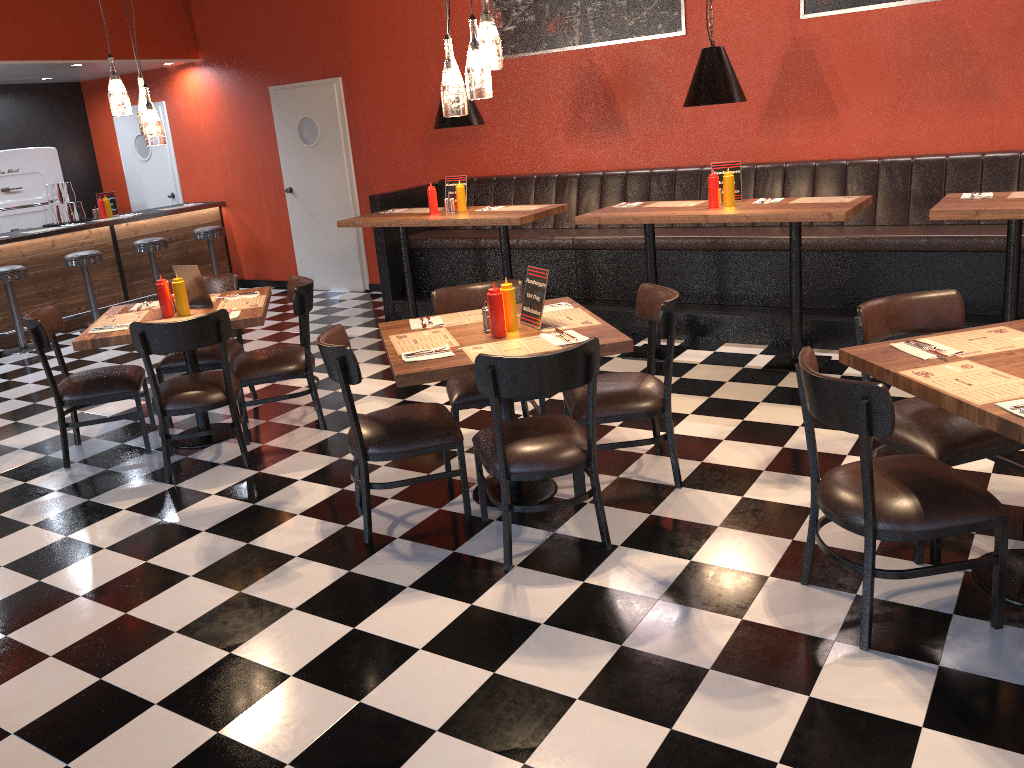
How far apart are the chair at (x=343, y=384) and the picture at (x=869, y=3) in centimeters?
425cm

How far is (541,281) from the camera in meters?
3.9 m

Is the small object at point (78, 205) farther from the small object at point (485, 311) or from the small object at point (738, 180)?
the small object at point (485, 311)

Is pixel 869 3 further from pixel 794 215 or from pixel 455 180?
pixel 455 180

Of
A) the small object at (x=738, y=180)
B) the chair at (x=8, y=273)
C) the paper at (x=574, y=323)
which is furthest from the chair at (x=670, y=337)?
the chair at (x=8, y=273)

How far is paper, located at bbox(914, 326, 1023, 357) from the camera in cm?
303

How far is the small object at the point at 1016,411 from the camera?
2.5 meters

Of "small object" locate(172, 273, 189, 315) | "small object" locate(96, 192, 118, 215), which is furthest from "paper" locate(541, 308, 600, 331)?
"small object" locate(96, 192, 118, 215)

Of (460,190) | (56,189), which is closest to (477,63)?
(460,190)

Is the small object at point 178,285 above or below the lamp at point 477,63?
below
